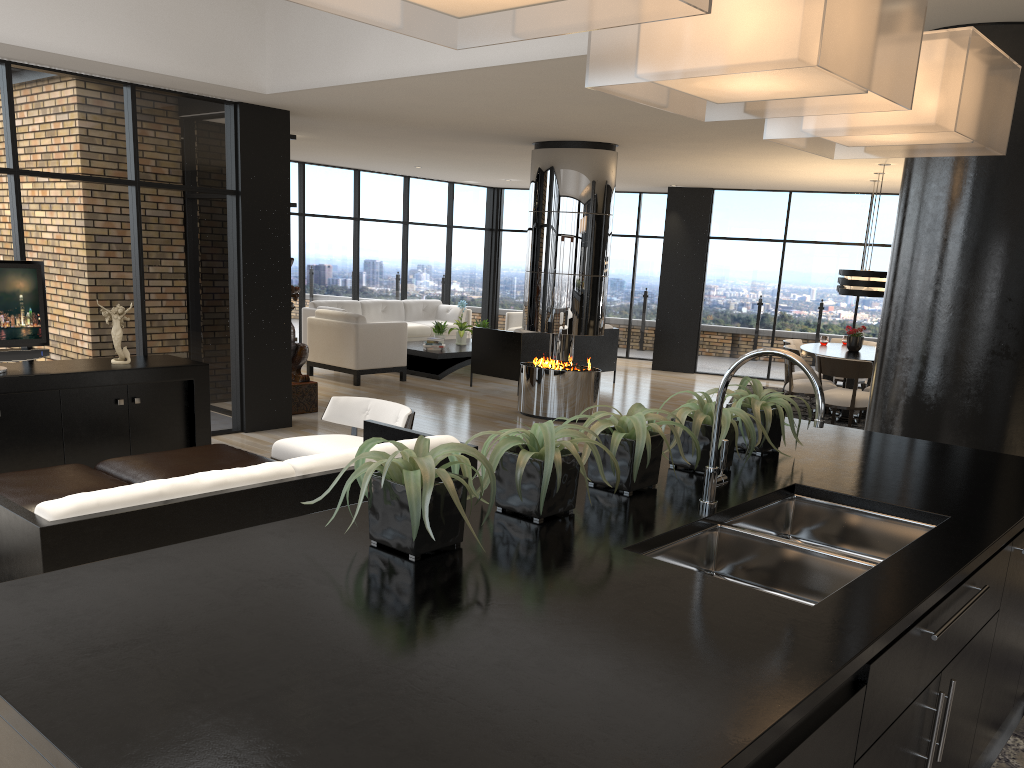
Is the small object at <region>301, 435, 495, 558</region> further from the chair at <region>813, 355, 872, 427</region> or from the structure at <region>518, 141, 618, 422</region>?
the chair at <region>813, 355, 872, 427</region>

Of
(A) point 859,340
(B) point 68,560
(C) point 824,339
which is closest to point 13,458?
(B) point 68,560

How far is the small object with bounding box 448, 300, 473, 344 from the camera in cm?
1248

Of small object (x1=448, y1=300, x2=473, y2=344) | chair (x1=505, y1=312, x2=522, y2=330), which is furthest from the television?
chair (x1=505, y1=312, x2=522, y2=330)

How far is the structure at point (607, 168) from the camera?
8.75m

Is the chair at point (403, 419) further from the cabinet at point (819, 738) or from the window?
the cabinet at point (819, 738)

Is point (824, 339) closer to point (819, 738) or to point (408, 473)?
point (408, 473)

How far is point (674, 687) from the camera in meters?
1.3

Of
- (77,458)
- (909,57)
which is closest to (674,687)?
(909,57)

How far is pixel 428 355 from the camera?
11.6 meters
